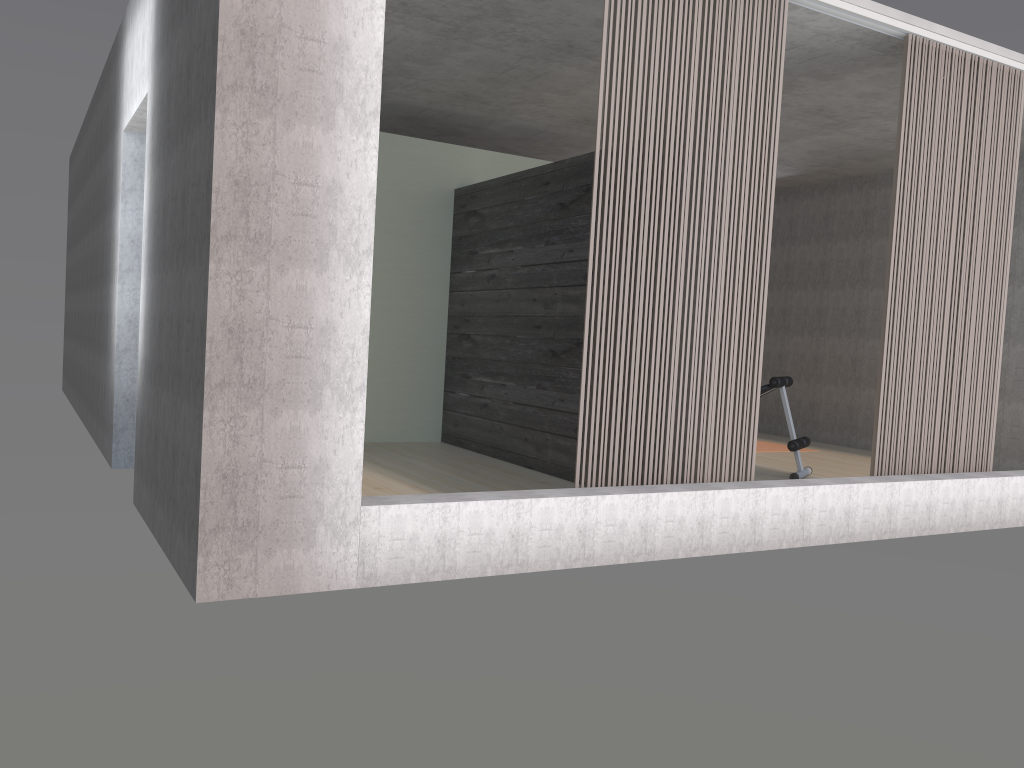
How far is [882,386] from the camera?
5.0 meters

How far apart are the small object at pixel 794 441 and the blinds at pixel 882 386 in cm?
117

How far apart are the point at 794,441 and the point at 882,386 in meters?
1.5

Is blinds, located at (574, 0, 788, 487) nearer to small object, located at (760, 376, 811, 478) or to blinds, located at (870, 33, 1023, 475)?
blinds, located at (870, 33, 1023, 475)

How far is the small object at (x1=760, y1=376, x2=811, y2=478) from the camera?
6.4m

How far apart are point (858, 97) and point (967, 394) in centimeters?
231cm

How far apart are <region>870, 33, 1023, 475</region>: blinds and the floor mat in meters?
3.0

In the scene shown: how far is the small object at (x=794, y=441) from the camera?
6.4m

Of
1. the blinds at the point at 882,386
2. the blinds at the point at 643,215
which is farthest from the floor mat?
the blinds at the point at 643,215

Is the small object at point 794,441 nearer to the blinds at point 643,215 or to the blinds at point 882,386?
the blinds at point 882,386
